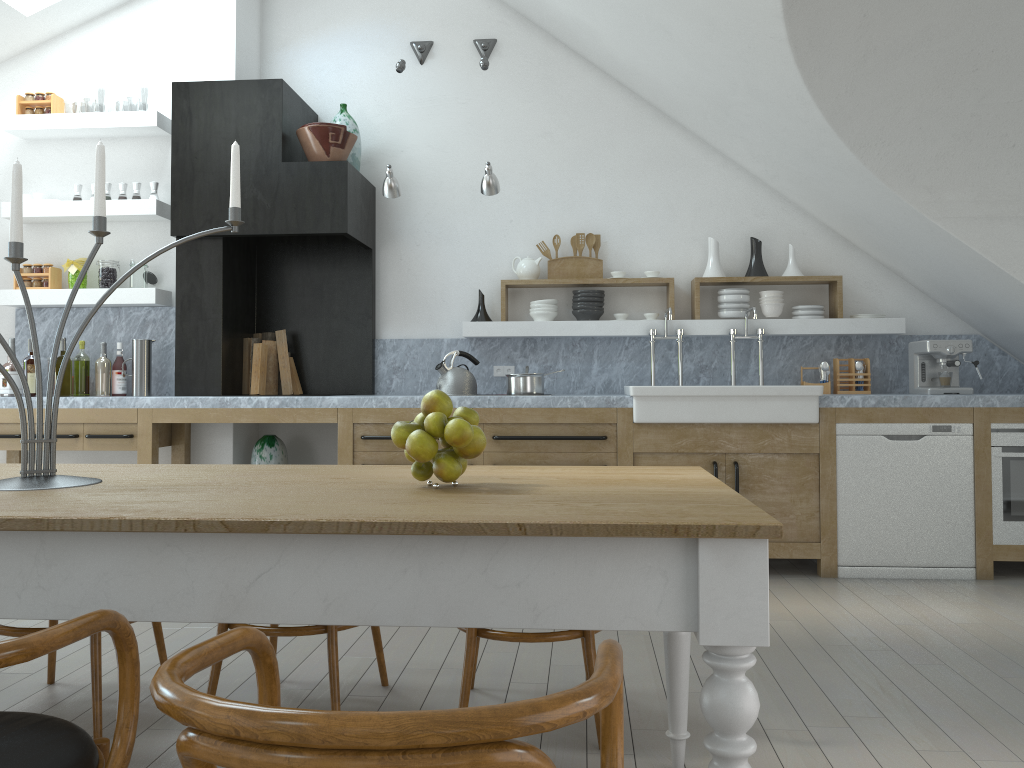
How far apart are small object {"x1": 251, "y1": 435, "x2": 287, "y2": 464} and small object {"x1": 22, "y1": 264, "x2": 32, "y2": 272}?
1.77m

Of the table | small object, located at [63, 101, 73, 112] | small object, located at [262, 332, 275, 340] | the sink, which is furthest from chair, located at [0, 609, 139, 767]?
small object, located at [63, 101, 73, 112]

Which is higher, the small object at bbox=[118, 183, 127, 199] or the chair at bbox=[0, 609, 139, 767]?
the small object at bbox=[118, 183, 127, 199]

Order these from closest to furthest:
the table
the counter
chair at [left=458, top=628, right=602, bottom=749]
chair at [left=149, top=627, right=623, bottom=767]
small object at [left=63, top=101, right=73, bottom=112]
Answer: chair at [left=149, top=627, right=623, bottom=767], the table, chair at [left=458, top=628, right=602, bottom=749], the counter, small object at [left=63, top=101, right=73, bottom=112]

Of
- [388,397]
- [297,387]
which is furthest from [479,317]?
[297,387]

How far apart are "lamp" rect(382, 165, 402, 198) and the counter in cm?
114

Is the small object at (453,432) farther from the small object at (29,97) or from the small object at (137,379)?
the small object at (29,97)

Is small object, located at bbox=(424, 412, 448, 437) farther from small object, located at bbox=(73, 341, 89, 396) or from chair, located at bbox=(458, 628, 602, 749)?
small object, located at bbox=(73, 341, 89, 396)

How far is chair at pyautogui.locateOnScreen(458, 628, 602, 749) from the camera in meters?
2.5 m

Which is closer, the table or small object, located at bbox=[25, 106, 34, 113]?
the table
